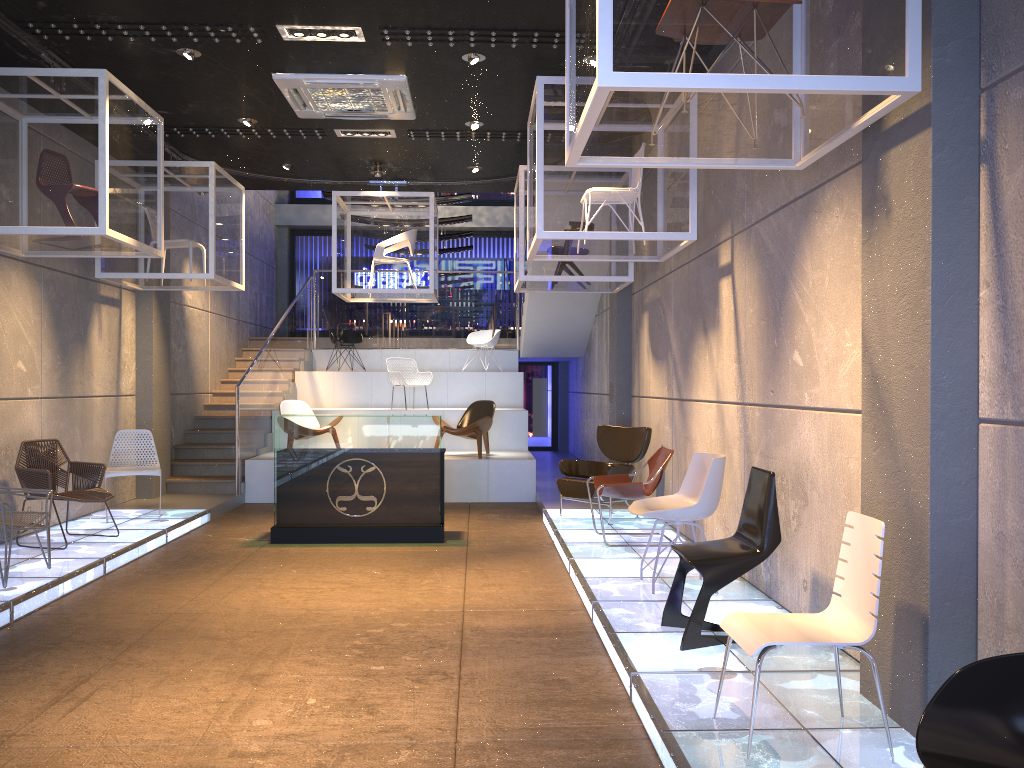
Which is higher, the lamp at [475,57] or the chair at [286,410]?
the lamp at [475,57]

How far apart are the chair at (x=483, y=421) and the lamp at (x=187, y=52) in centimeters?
596cm

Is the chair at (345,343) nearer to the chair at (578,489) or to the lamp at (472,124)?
the lamp at (472,124)

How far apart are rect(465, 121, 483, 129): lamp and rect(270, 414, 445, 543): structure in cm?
285

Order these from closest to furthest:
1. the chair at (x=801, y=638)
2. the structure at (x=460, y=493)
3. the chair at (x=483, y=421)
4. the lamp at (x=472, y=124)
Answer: the chair at (x=801, y=638) < the structure at (x=460, y=493) < the chair at (x=483, y=421) < the lamp at (x=472, y=124)

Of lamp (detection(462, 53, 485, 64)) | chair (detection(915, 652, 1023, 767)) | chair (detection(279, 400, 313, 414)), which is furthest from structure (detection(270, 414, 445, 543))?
chair (detection(915, 652, 1023, 767))

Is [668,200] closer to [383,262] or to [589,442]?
[383,262]

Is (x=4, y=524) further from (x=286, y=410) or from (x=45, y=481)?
(x=286, y=410)

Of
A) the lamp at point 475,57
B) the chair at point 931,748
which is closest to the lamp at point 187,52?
the lamp at point 475,57

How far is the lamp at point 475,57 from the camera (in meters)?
6.83
